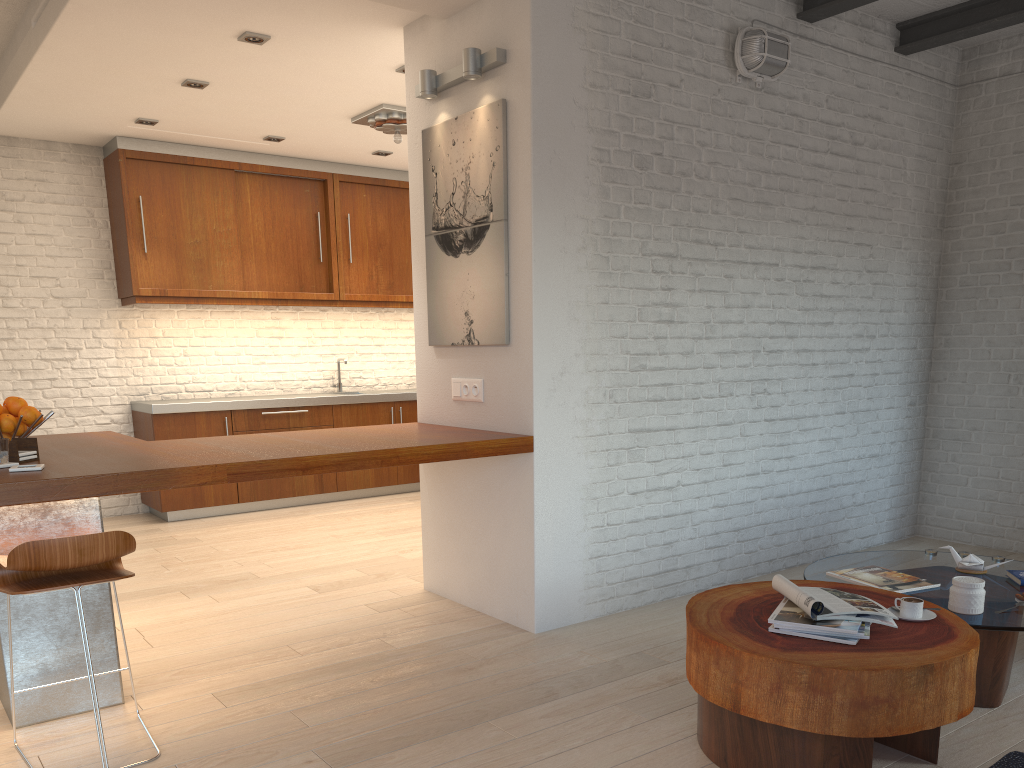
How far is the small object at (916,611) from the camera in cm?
268

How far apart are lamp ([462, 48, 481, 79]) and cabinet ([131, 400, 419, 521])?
4.0 meters

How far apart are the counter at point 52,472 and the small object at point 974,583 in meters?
1.7 m

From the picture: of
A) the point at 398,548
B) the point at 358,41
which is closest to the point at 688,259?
the point at 358,41

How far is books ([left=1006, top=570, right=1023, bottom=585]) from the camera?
3.2 meters

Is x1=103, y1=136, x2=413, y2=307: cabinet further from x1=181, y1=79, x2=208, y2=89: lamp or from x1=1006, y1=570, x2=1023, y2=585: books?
x1=1006, y1=570, x2=1023, y2=585: books

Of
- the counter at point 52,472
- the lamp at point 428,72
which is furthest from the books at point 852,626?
the lamp at point 428,72

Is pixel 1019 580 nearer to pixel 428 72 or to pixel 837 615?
pixel 837 615

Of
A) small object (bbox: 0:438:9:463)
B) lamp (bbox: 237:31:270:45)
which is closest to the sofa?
small object (bbox: 0:438:9:463)

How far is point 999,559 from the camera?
3.5 meters
